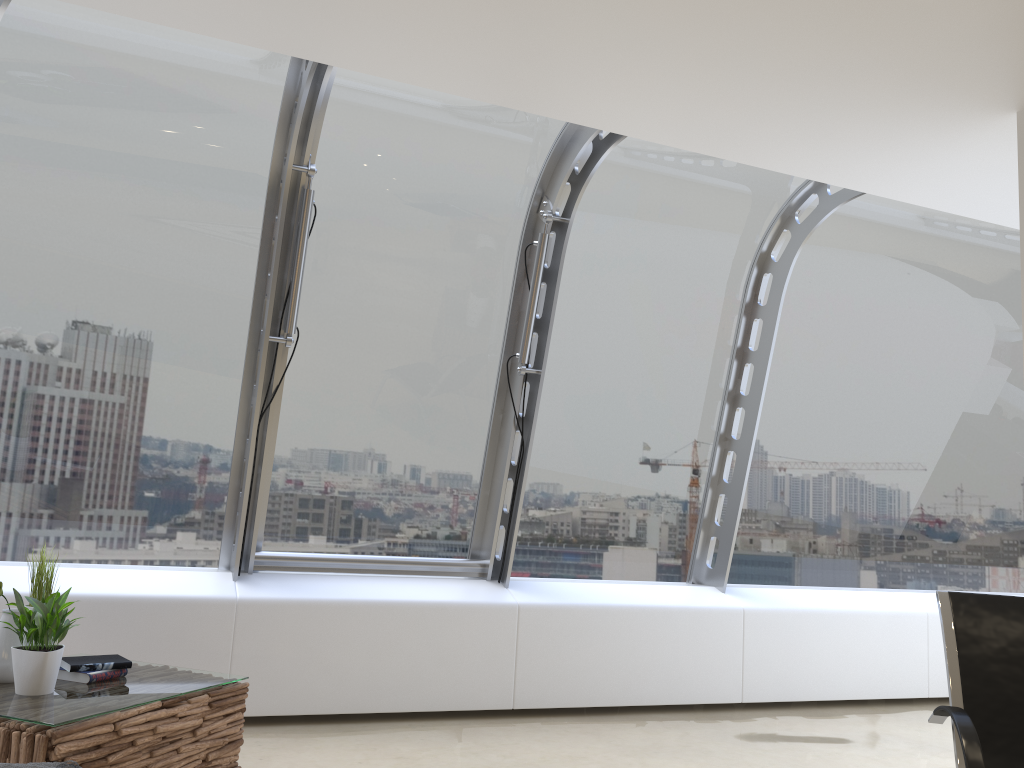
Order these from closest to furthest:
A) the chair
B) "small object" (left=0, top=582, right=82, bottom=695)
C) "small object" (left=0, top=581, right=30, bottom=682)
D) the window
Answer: the chair
"small object" (left=0, top=582, right=82, bottom=695)
"small object" (left=0, top=581, right=30, bottom=682)
the window

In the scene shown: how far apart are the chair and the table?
2.5m

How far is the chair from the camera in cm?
267

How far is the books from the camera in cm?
327

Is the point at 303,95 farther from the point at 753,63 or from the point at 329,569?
the point at 329,569

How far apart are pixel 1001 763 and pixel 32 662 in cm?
313

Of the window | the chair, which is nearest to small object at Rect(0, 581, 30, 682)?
the window

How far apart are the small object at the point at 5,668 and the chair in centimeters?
311cm

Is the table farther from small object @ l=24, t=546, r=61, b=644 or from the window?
the window

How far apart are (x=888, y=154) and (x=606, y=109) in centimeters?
139cm
